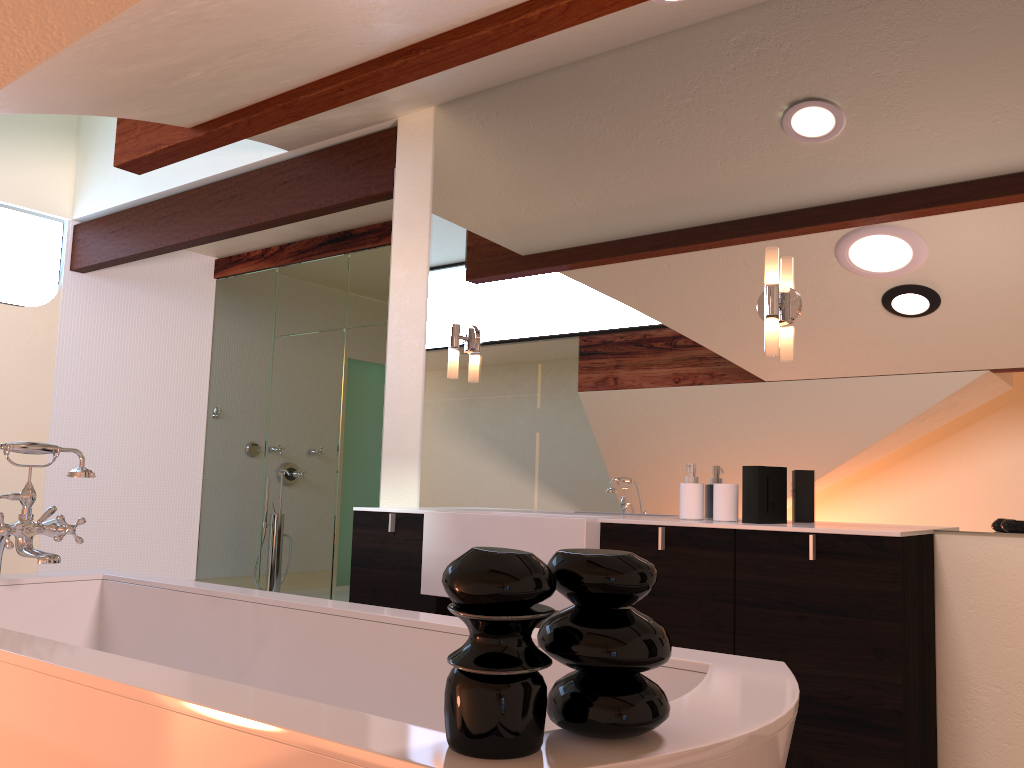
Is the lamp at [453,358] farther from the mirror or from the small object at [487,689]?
→ the small object at [487,689]

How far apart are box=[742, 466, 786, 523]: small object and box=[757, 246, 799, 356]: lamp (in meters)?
0.36

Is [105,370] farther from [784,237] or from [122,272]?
[784,237]

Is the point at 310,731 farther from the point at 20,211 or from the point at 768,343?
the point at 20,211

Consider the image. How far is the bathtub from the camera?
1.0 meters

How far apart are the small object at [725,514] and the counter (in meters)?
0.16

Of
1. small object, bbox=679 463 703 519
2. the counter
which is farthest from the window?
small object, bbox=679 463 703 519

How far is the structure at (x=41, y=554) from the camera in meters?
2.1 m

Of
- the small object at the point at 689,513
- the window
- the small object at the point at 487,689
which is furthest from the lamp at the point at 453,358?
the window

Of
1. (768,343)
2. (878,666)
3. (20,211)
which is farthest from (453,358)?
(20,211)
